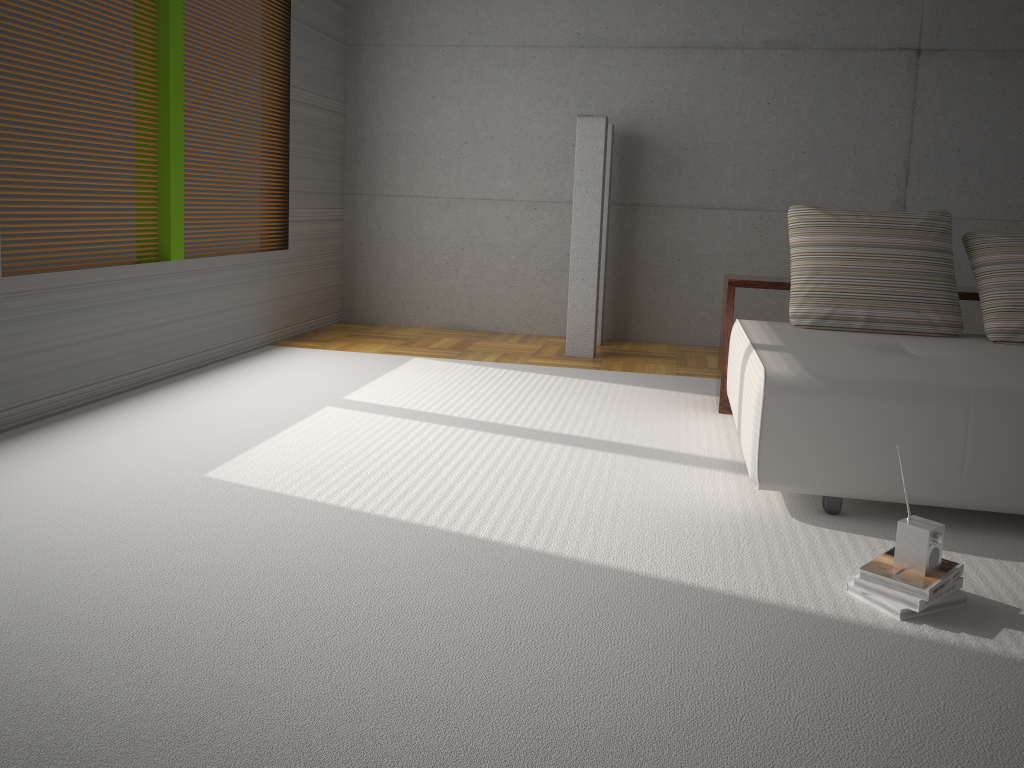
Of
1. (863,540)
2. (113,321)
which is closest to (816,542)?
(863,540)

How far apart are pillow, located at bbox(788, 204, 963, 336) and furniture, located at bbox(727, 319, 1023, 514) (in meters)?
0.03

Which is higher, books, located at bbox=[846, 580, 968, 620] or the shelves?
the shelves

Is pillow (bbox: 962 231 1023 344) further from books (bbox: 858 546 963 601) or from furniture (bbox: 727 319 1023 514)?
books (bbox: 858 546 963 601)

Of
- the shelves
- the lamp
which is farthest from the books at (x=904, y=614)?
the lamp

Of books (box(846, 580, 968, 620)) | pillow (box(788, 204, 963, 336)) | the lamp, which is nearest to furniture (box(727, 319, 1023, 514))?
pillow (box(788, 204, 963, 336))

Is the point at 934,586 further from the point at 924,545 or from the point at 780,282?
the point at 780,282

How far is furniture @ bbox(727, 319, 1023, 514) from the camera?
3.0m

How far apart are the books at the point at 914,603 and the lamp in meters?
3.8 m

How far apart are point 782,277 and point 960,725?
3.3 meters
